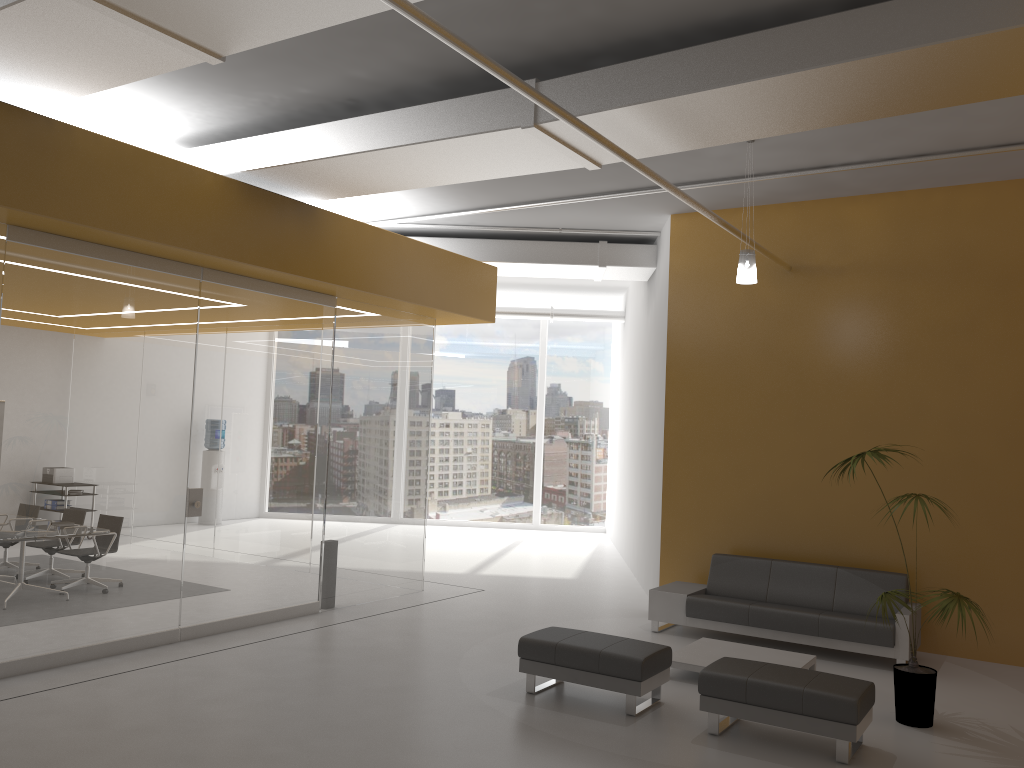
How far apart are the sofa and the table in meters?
0.5

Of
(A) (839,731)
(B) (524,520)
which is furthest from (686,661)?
(B) (524,520)

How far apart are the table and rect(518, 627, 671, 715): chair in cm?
63

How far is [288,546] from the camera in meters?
8.8

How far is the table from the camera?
7.1m

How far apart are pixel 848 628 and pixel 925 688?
1.7 meters

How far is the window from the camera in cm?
1804

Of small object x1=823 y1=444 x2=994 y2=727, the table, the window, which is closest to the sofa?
the table

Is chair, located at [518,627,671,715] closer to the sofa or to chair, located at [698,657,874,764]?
chair, located at [698,657,874,764]

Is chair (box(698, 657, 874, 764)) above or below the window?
below
